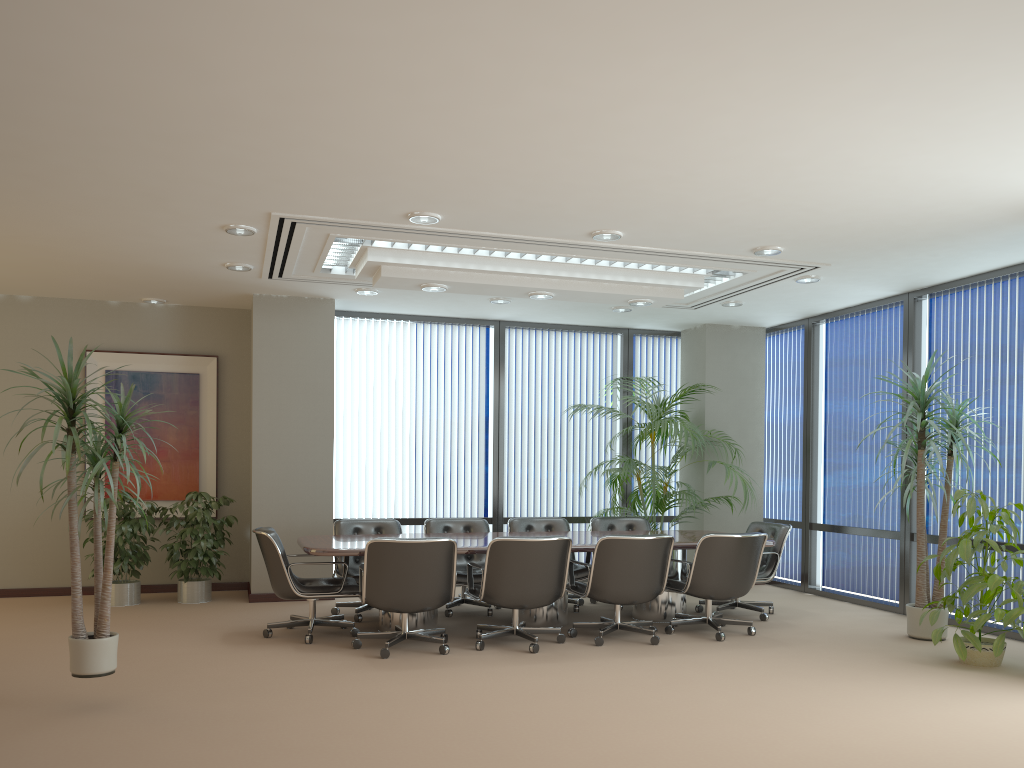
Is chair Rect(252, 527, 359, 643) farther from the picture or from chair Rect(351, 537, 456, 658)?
the picture

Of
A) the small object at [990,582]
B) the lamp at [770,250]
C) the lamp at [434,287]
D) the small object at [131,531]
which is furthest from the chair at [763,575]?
the small object at [131,531]

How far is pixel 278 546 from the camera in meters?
6.6 m

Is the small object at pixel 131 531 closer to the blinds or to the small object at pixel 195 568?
the small object at pixel 195 568

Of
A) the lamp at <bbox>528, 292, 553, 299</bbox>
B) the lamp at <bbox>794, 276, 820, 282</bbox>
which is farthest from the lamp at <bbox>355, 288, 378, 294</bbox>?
the lamp at <bbox>794, 276, 820, 282</bbox>

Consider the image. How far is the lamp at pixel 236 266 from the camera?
7.51m

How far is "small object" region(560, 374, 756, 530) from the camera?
9.0 meters

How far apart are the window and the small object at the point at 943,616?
0.4m

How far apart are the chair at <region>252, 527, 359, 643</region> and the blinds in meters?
2.5 m

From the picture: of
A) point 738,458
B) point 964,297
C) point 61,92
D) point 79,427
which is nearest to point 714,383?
point 738,458
